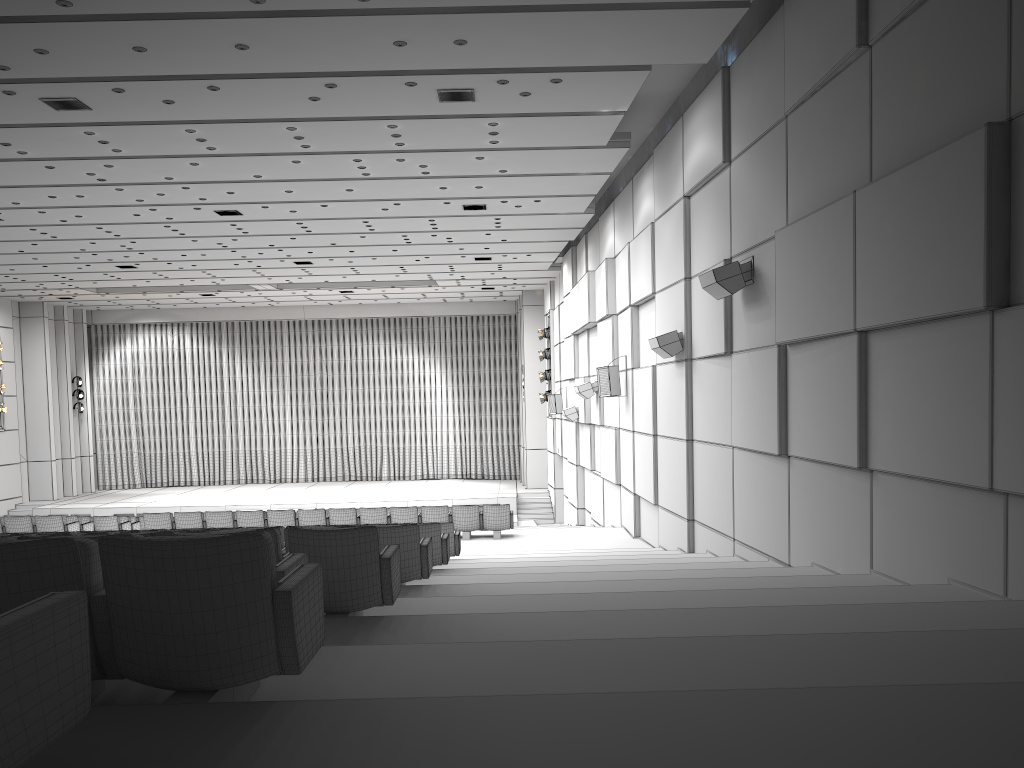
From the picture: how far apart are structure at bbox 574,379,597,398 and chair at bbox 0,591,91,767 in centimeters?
1696cm

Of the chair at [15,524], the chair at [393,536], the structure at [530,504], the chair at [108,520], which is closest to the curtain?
the structure at [530,504]

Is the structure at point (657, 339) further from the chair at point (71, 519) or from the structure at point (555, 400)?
the structure at point (555, 400)

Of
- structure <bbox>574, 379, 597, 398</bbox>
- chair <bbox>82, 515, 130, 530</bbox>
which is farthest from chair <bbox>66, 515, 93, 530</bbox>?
structure <bbox>574, 379, 597, 398</bbox>

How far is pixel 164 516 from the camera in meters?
15.6

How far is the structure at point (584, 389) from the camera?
18.8m

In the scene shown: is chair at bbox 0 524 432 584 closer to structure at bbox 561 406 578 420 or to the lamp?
structure at bbox 561 406 578 420

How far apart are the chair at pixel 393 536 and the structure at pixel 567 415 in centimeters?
1417cm

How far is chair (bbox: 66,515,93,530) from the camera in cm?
1672

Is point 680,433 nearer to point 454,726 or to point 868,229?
point 868,229
